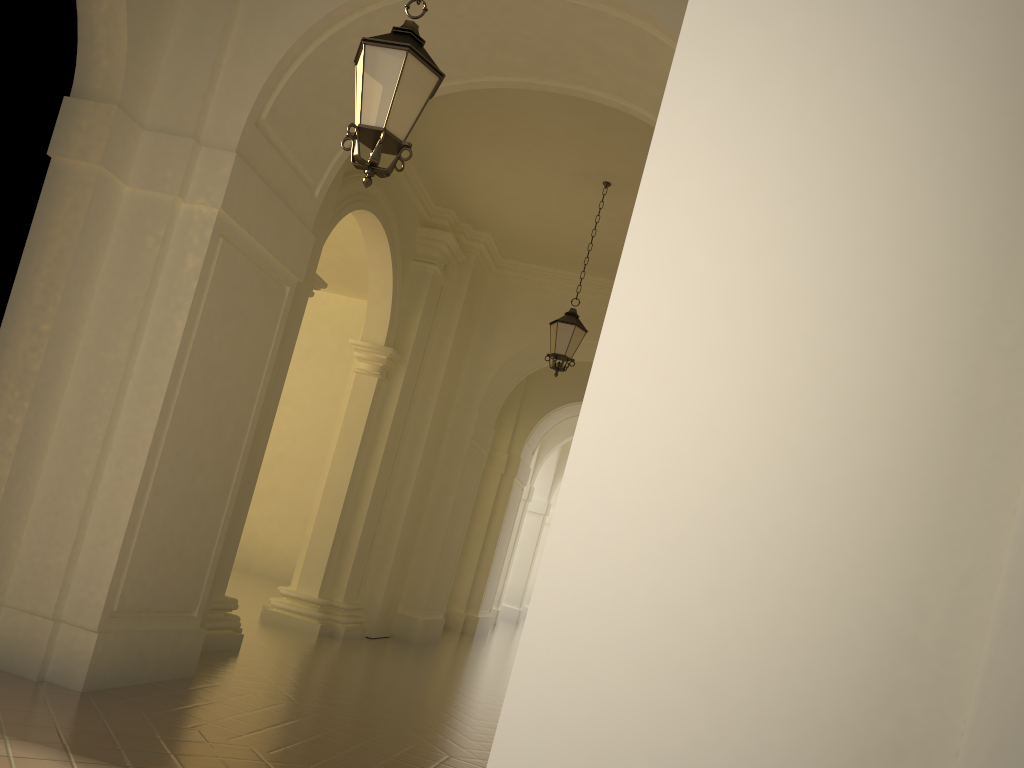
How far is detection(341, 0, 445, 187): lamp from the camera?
4.6m

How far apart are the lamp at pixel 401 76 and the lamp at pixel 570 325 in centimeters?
630cm

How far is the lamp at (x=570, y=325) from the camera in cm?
1096

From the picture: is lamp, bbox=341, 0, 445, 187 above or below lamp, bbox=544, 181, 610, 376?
below

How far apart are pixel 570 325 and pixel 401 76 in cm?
657

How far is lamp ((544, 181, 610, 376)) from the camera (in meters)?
10.96

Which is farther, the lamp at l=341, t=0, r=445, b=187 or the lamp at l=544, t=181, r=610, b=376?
the lamp at l=544, t=181, r=610, b=376

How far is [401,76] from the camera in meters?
4.6 m

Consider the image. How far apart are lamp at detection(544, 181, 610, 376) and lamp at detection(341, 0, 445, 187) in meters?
6.3
